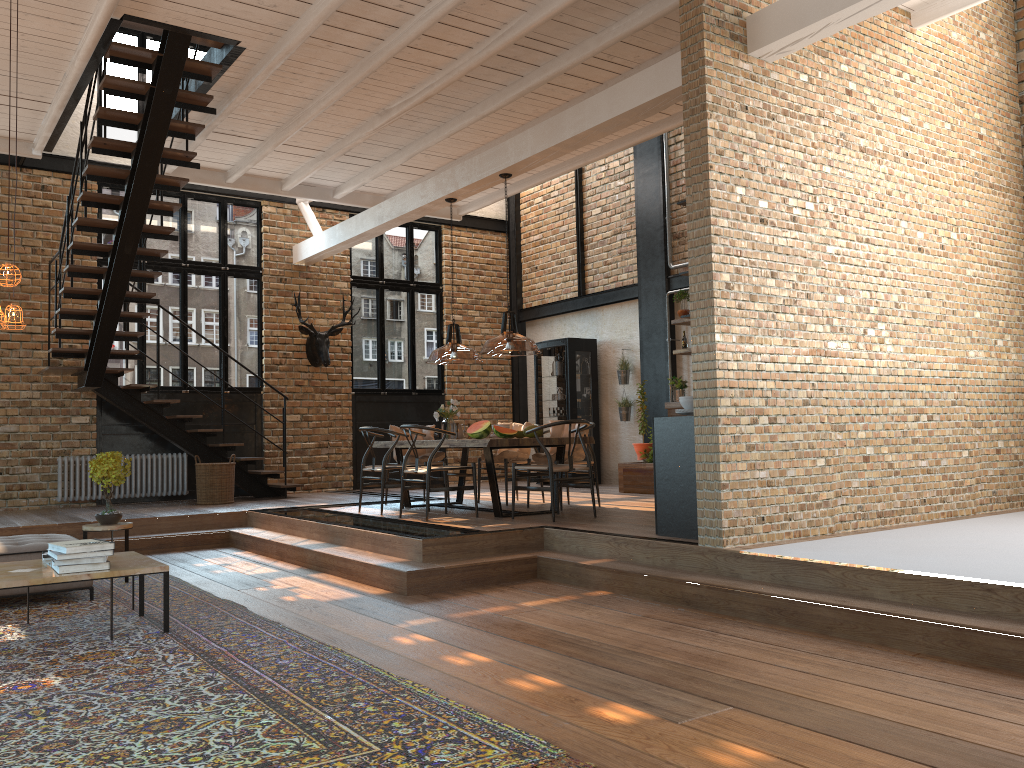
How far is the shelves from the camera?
11.2 meters

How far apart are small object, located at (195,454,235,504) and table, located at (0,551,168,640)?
5.2 meters

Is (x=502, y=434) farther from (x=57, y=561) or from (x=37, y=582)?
(x=37, y=582)

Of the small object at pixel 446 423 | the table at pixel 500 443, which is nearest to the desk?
the table at pixel 500 443

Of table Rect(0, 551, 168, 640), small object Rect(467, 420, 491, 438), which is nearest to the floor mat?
table Rect(0, 551, 168, 640)

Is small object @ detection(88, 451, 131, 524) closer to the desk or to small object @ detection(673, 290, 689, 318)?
the desk

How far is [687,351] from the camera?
11.2 meters

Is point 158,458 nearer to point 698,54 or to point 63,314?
point 63,314

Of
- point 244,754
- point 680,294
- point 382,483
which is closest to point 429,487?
point 382,483

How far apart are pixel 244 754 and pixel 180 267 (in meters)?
9.89
